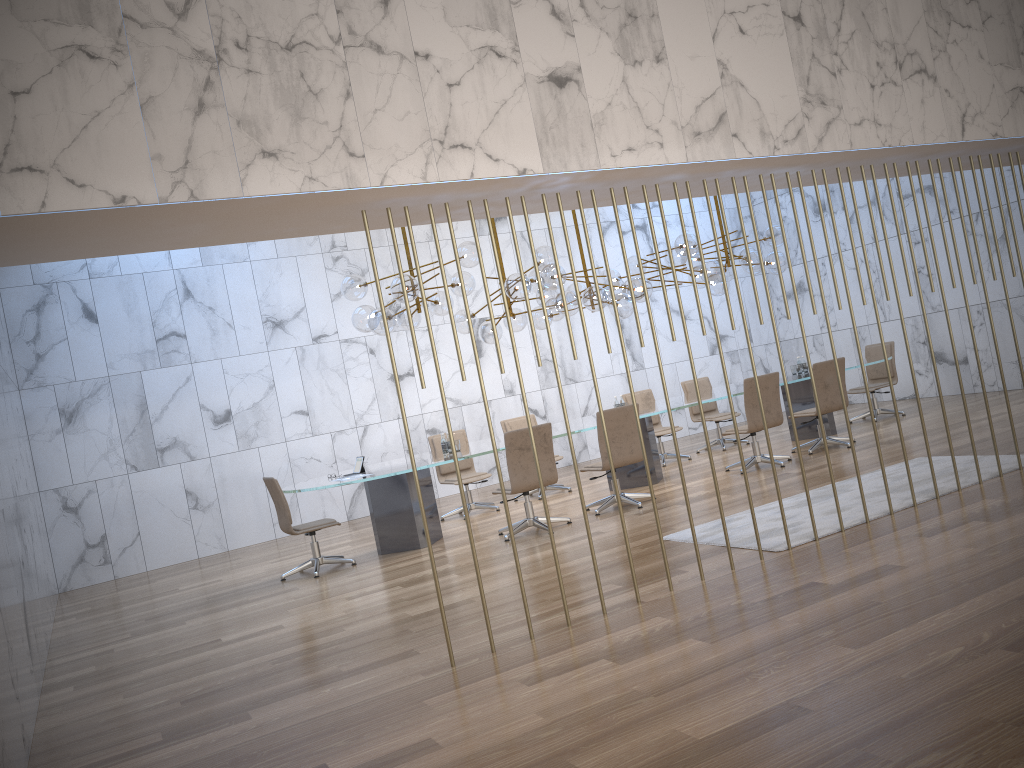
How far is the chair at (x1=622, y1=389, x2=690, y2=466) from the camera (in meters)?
11.53

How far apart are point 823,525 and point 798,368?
5.57m

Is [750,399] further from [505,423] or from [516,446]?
[505,423]

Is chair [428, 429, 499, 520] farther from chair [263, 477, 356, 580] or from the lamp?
chair [263, 477, 356, 580]

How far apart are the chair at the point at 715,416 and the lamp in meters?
1.6

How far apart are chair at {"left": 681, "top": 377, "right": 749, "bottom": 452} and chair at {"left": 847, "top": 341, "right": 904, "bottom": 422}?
1.76m

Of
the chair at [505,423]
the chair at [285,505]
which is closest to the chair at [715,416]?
the chair at [505,423]

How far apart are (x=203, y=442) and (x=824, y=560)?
8.6m

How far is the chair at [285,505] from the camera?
8.3 meters

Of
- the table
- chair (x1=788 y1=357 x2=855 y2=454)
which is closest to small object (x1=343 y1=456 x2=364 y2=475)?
the table
